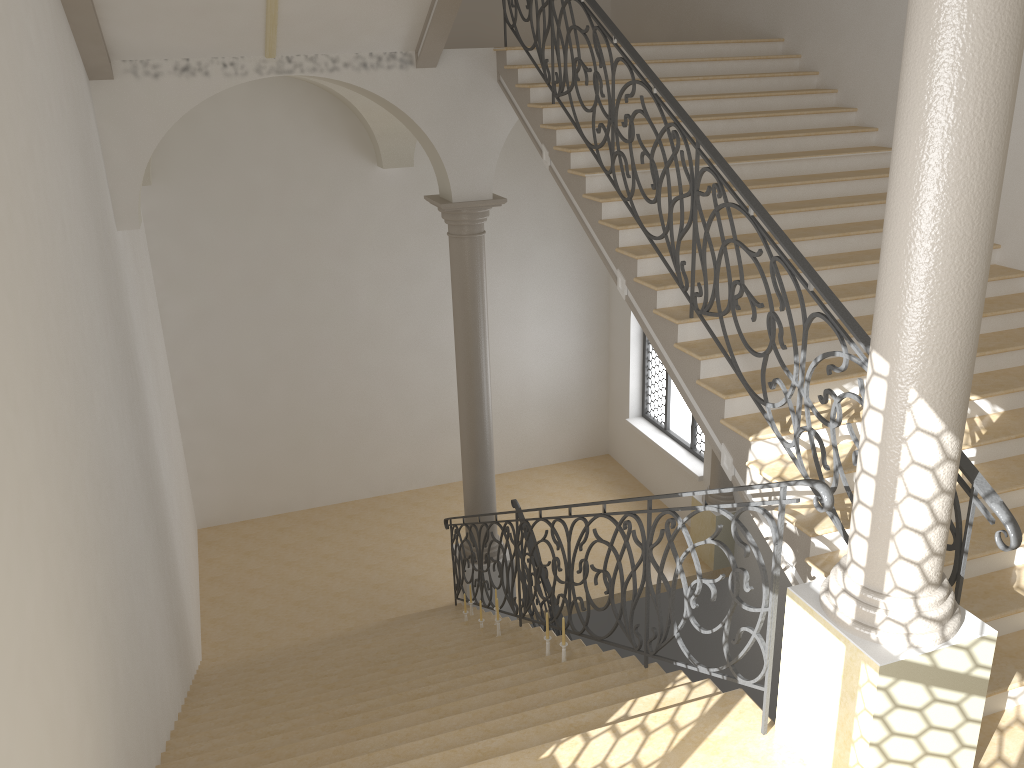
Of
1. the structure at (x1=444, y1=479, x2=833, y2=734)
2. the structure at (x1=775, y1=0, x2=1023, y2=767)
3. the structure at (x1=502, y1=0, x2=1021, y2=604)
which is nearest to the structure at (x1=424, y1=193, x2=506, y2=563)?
the structure at (x1=444, y1=479, x2=833, y2=734)

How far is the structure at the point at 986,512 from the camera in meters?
3.8 m

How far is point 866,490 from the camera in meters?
3.6 m

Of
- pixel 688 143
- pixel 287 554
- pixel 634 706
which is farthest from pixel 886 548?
pixel 287 554

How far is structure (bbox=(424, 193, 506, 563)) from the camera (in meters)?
9.03

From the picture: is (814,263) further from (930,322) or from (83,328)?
(83,328)

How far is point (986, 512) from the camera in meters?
3.8 m

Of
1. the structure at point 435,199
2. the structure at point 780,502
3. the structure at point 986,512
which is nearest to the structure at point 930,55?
the structure at point 780,502

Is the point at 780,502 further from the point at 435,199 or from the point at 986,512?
the point at 435,199

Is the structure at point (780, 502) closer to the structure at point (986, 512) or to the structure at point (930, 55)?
the structure at point (930, 55)
